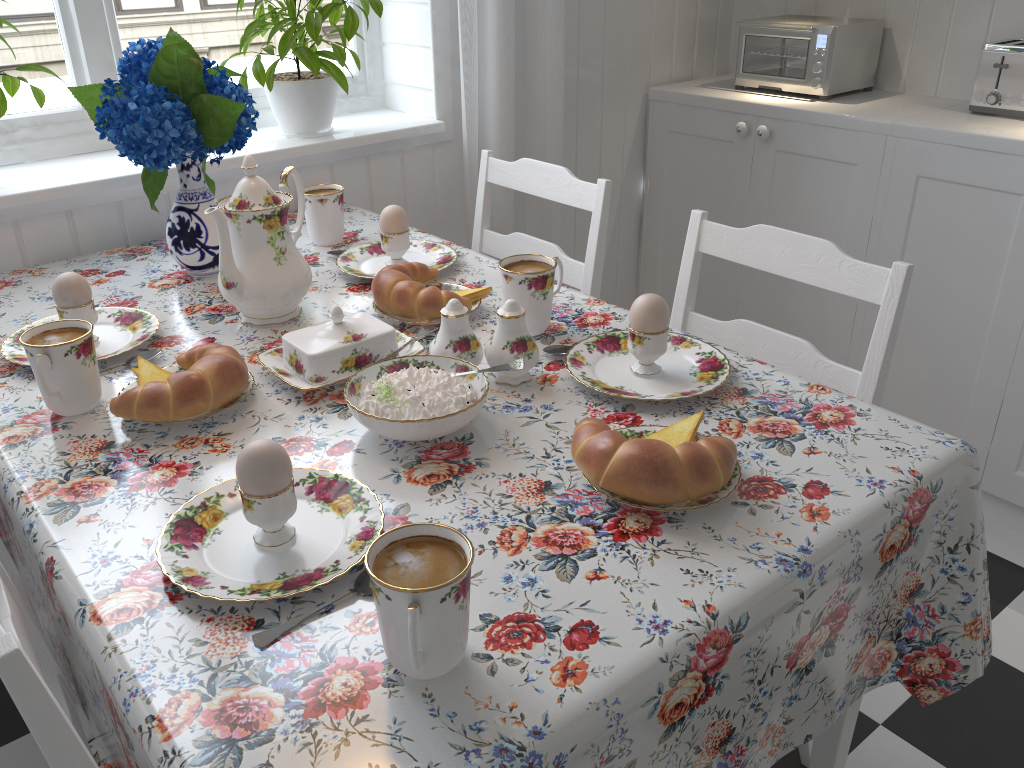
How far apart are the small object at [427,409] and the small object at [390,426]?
0.0m

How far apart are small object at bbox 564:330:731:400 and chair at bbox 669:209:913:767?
0.2m

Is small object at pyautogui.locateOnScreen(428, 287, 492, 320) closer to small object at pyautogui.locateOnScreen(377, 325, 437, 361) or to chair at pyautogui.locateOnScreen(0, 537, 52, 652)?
small object at pyautogui.locateOnScreen(377, 325, 437, 361)

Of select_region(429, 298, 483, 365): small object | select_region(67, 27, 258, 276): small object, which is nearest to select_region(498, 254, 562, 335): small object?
select_region(429, 298, 483, 365): small object

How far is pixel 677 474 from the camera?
0.80m

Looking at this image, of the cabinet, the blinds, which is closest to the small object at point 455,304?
the blinds

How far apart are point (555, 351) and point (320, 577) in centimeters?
51cm

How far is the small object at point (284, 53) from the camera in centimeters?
159cm

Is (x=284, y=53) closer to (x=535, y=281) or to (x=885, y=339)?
(x=535, y=281)

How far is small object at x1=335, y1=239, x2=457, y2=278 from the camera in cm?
143
